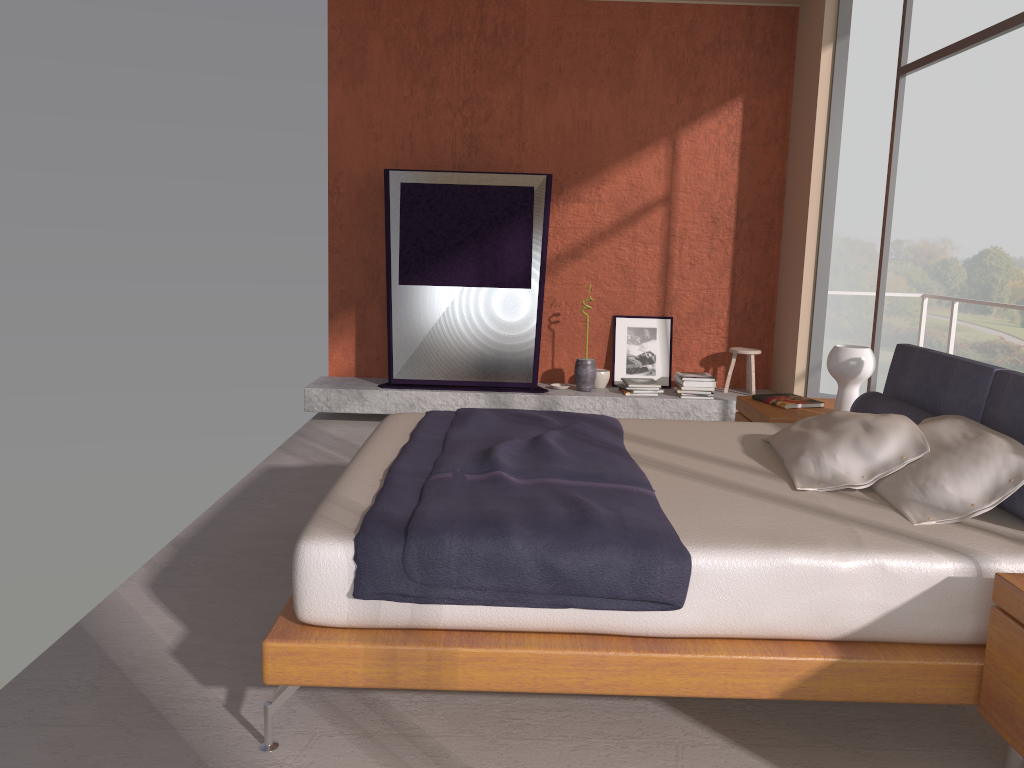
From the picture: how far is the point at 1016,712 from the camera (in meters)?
A: 2.14

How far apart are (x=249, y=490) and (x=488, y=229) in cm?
266

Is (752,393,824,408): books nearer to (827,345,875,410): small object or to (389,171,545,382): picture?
(827,345,875,410): small object

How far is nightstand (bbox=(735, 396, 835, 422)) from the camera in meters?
4.3

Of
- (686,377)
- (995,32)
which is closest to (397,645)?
(995,32)

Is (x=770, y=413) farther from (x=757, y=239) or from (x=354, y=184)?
(x=354, y=184)

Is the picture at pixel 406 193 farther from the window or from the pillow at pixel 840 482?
the pillow at pixel 840 482

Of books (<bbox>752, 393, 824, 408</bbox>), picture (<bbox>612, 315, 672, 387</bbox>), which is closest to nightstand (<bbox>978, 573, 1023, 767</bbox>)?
books (<bbox>752, 393, 824, 408</bbox>)

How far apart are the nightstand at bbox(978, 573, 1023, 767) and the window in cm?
283

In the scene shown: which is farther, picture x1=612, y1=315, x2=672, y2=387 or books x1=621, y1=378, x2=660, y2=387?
picture x1=612, y1=315, x2=672, y2=387
